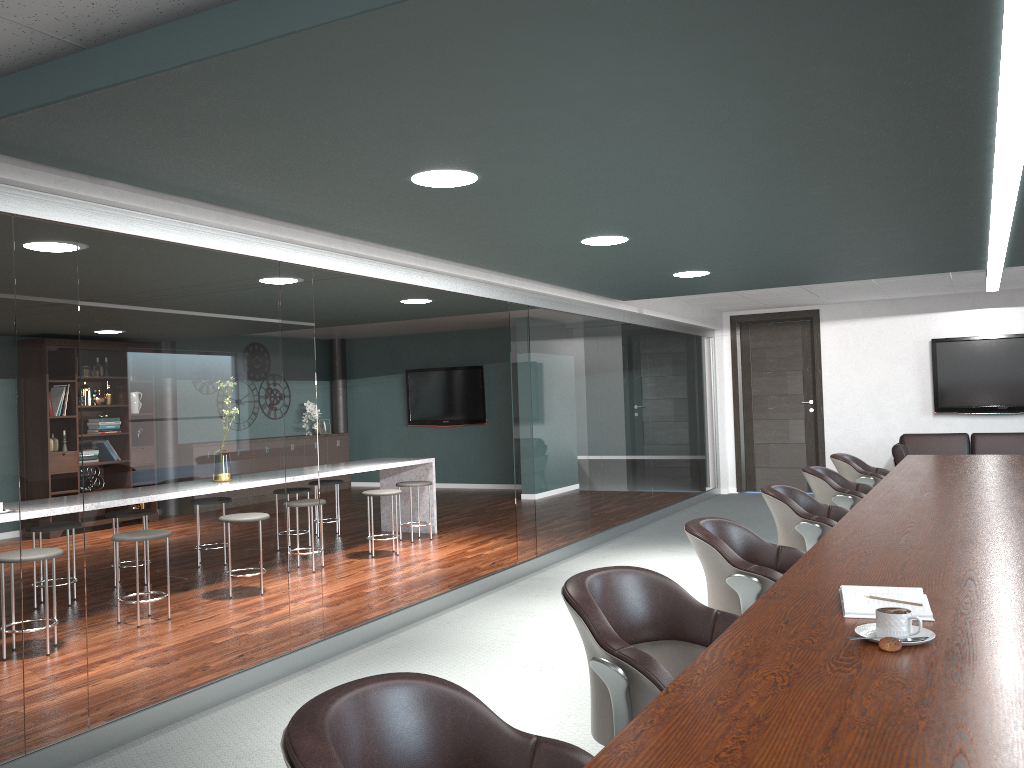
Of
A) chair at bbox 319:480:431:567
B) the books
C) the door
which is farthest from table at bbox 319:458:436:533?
the books

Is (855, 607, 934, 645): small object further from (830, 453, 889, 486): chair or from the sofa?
the sofa

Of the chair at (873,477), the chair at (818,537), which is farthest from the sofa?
the chair at (818,537)

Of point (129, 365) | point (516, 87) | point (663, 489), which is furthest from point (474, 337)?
point (516, 87)

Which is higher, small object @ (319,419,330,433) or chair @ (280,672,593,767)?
small object @ (319,419,330,433)

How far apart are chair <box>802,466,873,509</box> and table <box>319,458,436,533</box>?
3.6 meters

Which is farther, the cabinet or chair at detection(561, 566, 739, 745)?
the cabinet

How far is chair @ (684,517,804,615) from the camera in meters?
2.8

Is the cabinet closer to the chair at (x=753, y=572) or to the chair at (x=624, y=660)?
the chair at (x=753, y=572)

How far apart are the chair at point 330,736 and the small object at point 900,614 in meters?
0.7
